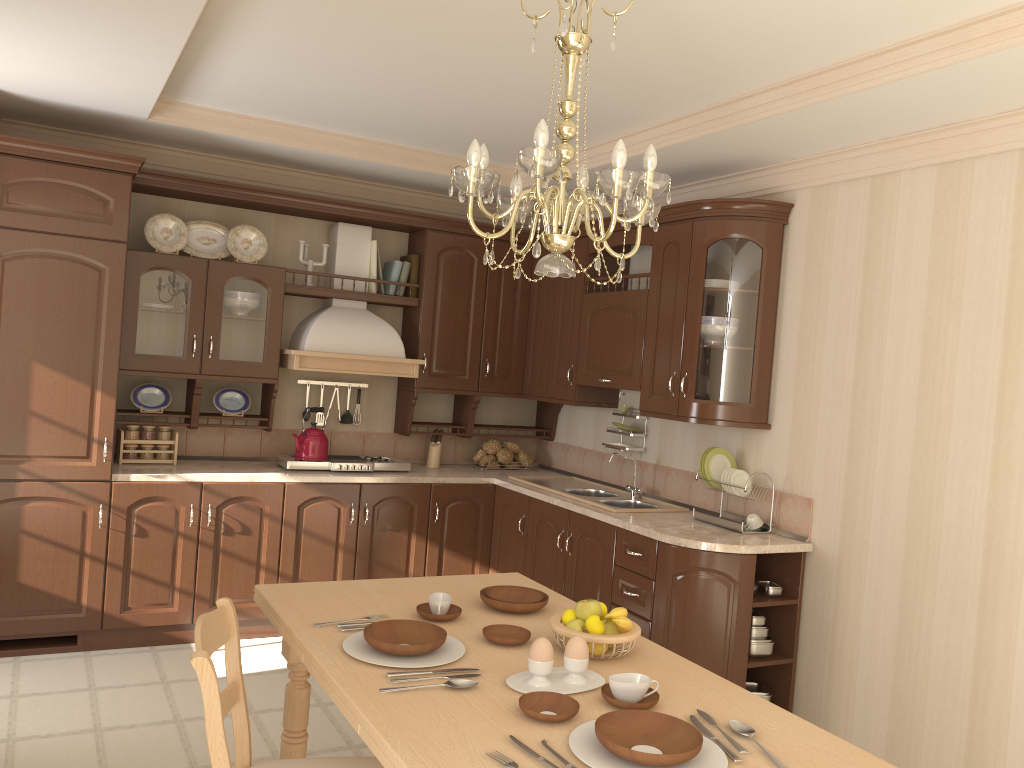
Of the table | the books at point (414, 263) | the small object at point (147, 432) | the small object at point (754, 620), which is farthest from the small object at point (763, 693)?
the small object at point (147, 432)

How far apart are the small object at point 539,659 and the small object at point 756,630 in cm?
204

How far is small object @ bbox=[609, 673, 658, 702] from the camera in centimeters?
190cm

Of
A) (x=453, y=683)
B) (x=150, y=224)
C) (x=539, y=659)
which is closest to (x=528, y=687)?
(x=539, y=659)

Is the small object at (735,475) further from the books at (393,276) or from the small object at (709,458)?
the books at (393,276)

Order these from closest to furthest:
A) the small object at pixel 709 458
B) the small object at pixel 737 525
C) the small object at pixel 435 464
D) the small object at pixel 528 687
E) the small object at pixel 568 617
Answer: the small object at pixel 528 687 < the small object at pixel 568 617 < the small object at pixel 737 525 < the small object at pixel 709 458 < the small object at pixel 435 464

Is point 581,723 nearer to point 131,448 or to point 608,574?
point 608,574

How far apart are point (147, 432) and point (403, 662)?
3.01m

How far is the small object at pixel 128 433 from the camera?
4.53m

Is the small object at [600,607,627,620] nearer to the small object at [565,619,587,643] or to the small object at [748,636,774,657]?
the small object at [565,619,587,643]
